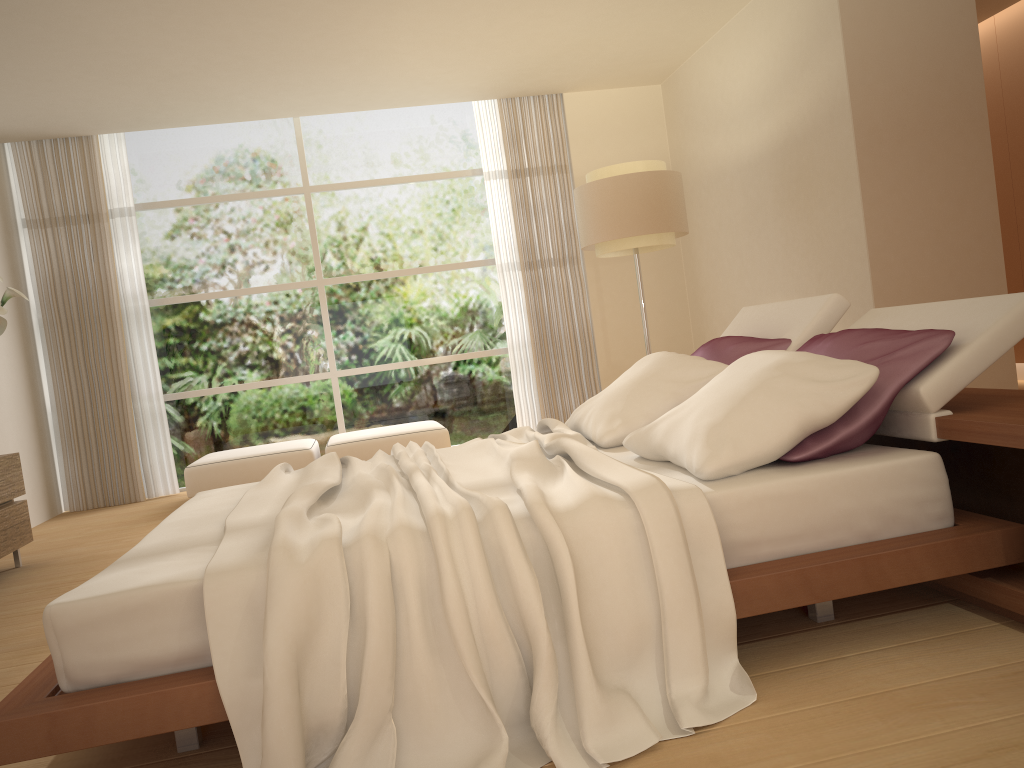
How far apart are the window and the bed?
4.2m

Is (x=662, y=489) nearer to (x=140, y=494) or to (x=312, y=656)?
(x=312, y=656)

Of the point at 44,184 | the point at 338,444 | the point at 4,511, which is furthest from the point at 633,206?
the point at 44,184

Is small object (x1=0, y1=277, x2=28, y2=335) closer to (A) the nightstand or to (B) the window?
(B) the window

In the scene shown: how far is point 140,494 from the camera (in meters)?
7.50

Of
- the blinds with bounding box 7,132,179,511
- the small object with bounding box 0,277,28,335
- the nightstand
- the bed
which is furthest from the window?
the nightstand

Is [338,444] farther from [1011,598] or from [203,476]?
[1011,598]

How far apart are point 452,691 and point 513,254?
6.4 meters

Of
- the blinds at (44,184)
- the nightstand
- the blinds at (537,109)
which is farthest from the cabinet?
the nightstand

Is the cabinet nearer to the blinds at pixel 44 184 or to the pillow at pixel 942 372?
the blinds at pixel 44 184
